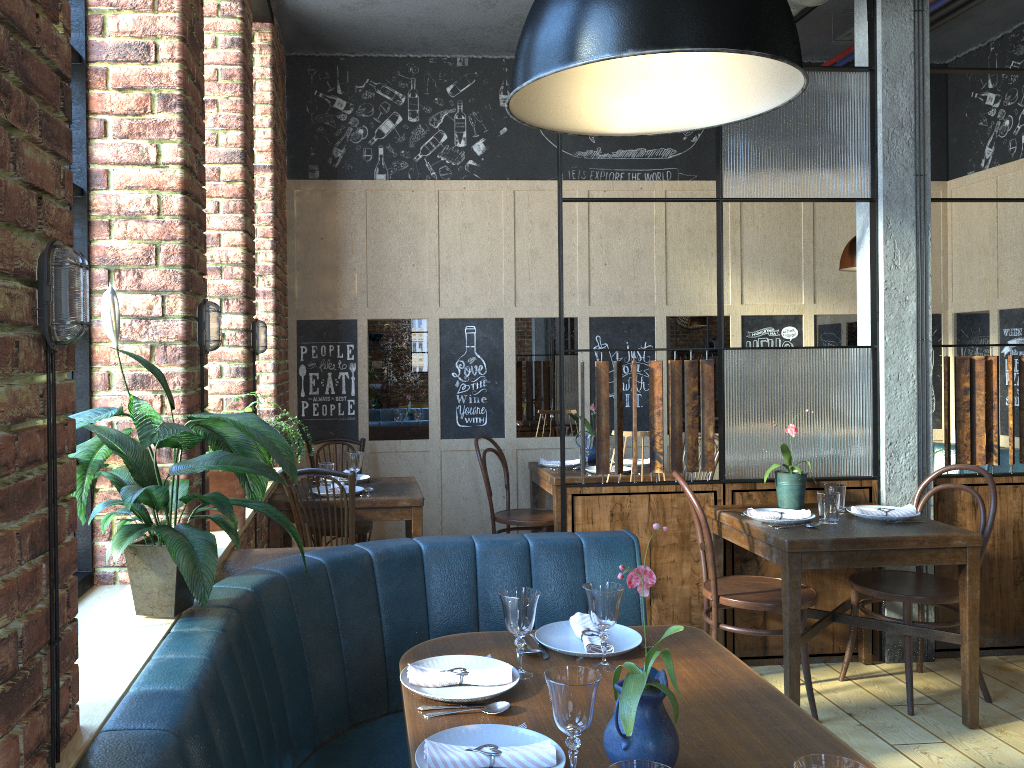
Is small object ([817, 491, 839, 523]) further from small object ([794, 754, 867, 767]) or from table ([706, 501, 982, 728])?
small object ([794, 754, 867, 767])

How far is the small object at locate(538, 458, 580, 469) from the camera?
5.3m

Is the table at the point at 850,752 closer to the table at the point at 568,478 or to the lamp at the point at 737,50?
the lamp at the point at 737,50

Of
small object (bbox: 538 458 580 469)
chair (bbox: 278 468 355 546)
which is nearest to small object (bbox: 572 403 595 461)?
small object (bbox: 538 458 580 469)

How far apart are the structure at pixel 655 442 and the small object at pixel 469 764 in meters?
2.2

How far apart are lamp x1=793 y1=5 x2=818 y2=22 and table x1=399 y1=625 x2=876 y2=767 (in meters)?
3.56

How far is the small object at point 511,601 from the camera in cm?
202

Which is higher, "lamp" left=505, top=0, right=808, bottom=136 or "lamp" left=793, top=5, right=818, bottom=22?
"lamp" left=793, top=5, right=818, bottom=22

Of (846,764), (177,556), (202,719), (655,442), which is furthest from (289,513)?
(846,764)

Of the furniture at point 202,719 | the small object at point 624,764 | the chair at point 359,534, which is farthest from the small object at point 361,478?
the small object at point 624,764
